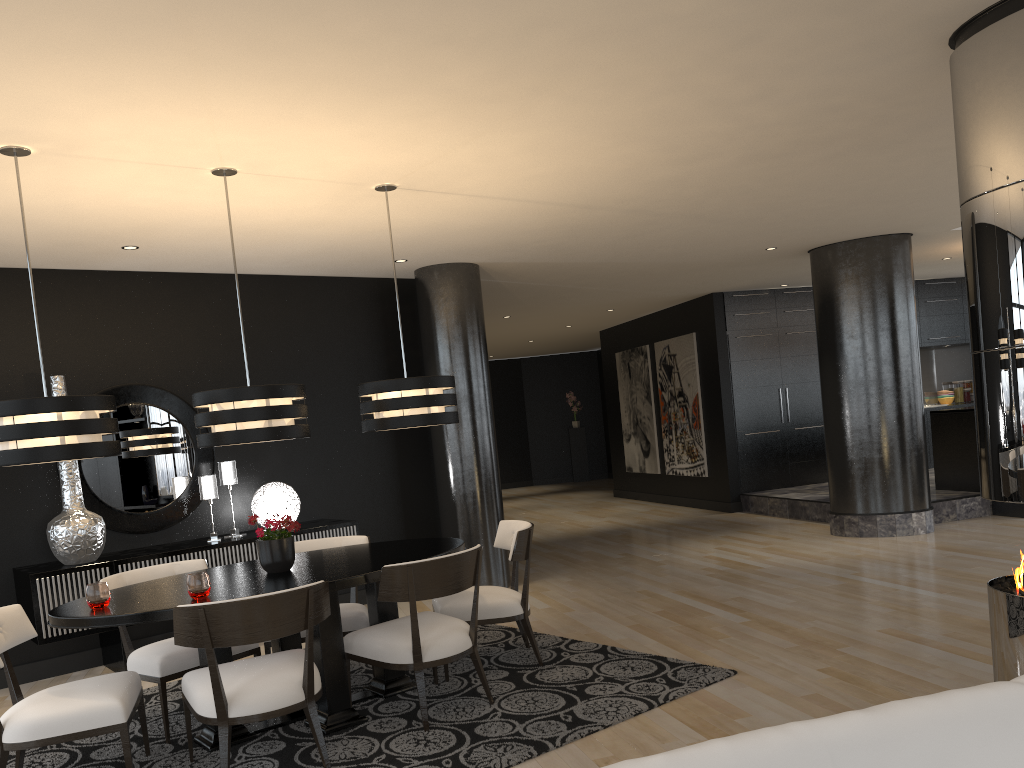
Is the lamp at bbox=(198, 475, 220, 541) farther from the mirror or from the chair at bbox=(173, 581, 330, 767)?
the chair at bbox=(173, 581, 330, 767)

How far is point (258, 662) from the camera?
3.8m

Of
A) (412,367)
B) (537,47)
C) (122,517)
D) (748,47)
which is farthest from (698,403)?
(537,47)

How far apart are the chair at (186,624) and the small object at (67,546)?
2.14m

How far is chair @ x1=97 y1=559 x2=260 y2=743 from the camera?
4.2 meters

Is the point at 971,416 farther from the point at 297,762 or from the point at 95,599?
the point at 95,599

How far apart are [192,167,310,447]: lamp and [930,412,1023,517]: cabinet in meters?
7.2

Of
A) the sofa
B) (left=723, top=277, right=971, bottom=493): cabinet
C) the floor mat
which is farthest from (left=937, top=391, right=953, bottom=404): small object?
the sofa

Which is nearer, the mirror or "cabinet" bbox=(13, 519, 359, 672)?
"cabinet" bbox=(13, 519, 359, 672)

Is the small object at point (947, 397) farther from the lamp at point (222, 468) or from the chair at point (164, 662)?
the chair at point (164, 662)
